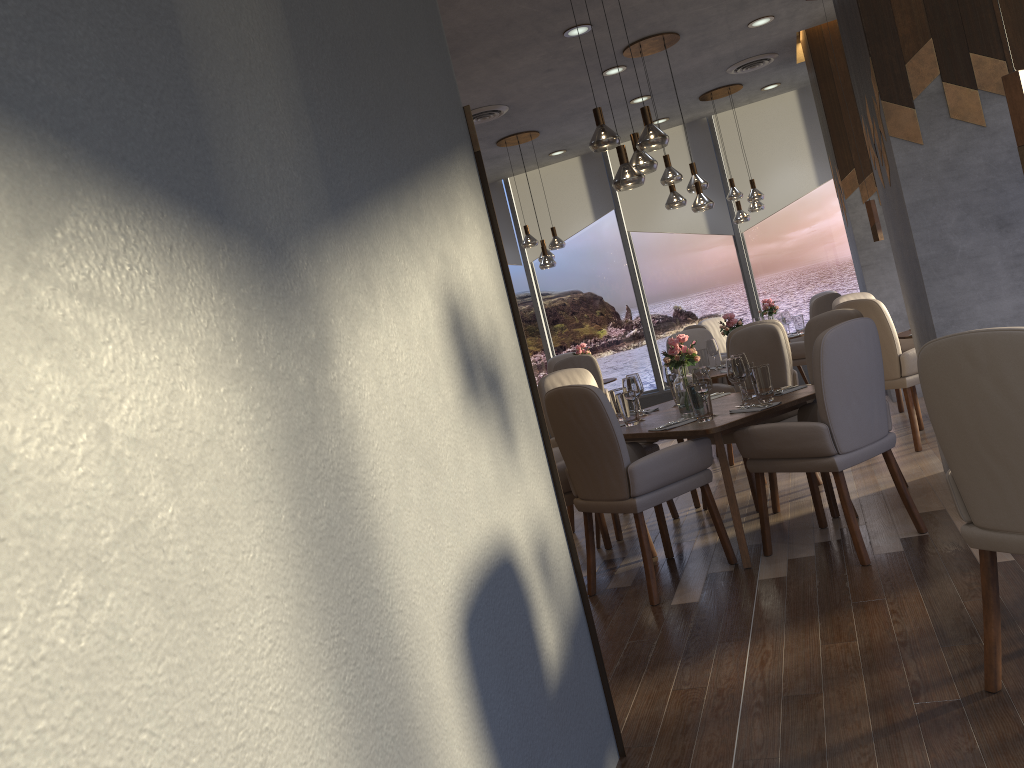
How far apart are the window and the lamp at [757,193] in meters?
1.1 m

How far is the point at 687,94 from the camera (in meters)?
8.57

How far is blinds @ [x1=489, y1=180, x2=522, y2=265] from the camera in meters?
10.8

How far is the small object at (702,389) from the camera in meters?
4.1 m

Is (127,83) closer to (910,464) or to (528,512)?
(528,512)

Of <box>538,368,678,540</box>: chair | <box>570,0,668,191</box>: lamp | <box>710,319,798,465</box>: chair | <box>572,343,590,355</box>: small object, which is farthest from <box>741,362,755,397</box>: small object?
<box>572,343,590,355</box>: small object

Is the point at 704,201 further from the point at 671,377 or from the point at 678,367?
the point at 678,367

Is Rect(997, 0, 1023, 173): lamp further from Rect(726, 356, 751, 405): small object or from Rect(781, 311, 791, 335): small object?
Rect(781, 311, 791, 335): small object

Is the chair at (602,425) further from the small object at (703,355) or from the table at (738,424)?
the small object at (703,355)

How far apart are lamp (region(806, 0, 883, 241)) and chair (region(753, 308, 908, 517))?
1.81m
